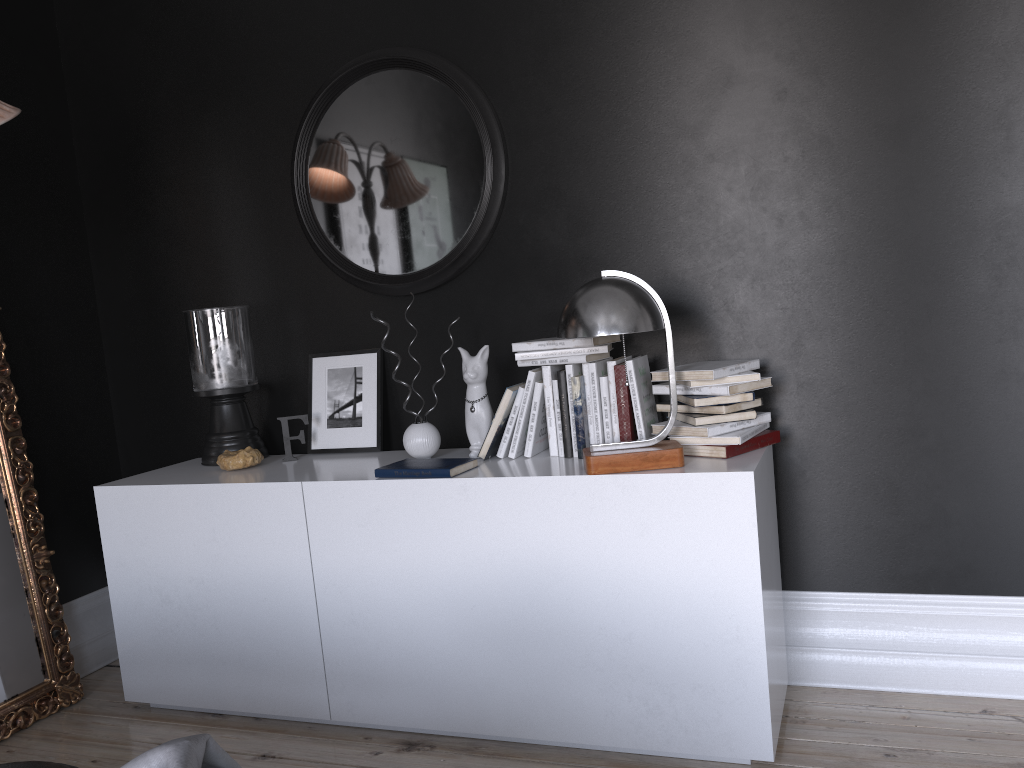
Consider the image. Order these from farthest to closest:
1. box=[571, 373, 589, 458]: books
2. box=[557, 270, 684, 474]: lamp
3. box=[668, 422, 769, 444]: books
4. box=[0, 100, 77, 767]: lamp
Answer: box=[571, 373, 589, 458]: books
box=[0, 100, 77, 767]: lamp
box=[668, 422, 769, 444]: books
box=[557, 270, 684, 474]: lamp

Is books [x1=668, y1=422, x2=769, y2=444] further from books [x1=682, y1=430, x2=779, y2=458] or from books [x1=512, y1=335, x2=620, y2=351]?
books [x1=512, y1=335, x2=620, y2=351]

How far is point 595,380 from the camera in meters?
2.9

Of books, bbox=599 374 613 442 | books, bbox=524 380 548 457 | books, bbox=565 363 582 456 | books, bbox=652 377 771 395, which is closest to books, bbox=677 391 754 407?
books, bbox=652 377 771 395

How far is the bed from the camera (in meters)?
1.32

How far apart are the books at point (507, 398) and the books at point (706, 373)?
0.48m

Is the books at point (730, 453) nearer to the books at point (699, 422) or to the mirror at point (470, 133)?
the books at point (699, 422)

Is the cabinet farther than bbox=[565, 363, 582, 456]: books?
No

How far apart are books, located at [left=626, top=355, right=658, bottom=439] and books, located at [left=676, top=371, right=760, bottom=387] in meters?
0.2 m

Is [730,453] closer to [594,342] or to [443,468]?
[594,342]
